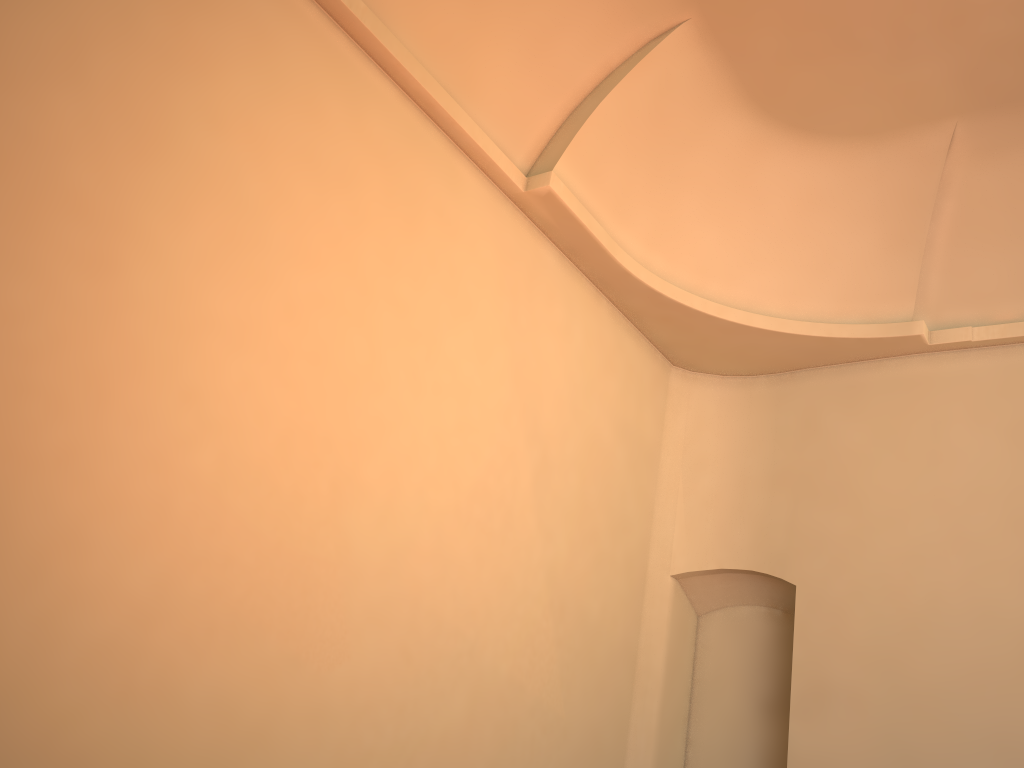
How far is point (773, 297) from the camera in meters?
8.8

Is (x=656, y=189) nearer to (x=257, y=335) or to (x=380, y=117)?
(x=380, y=117)
